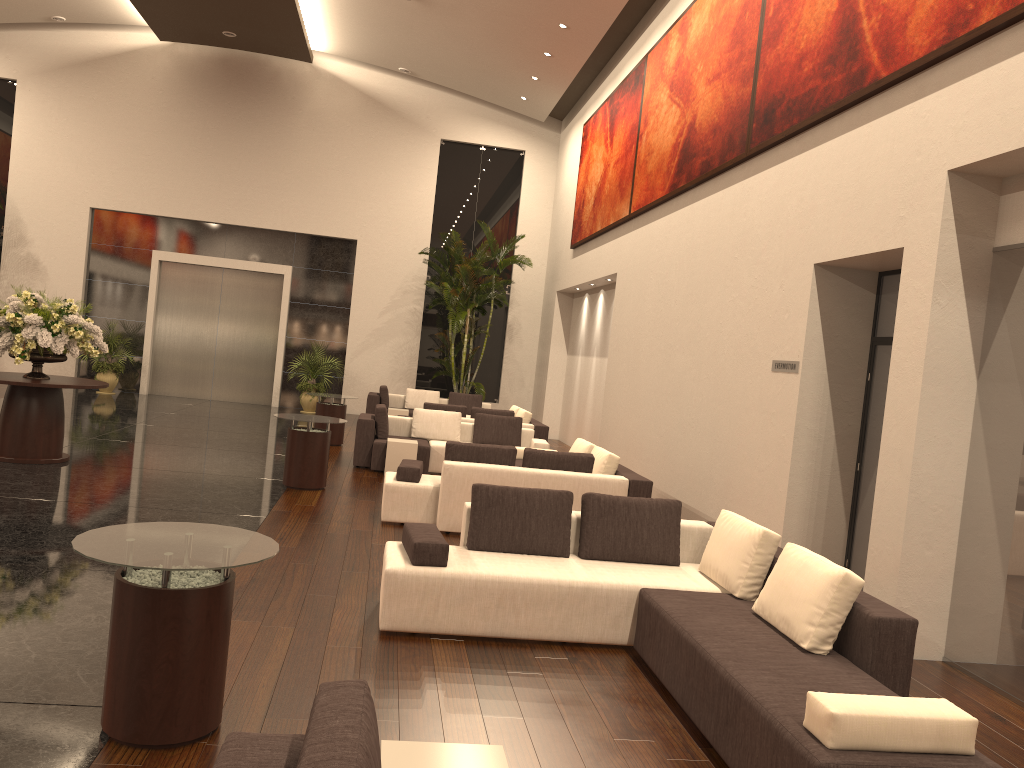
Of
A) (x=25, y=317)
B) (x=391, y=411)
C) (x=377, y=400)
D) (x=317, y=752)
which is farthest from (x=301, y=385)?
(x=317, y=752)

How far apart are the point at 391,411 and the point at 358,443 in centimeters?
523cm

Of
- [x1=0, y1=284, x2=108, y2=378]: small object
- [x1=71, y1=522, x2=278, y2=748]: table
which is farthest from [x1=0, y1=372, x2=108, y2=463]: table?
[x1=71, y1=522, x2=278, y2=748]: table

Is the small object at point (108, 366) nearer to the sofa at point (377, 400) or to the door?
the door

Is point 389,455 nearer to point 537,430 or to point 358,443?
point 358,443

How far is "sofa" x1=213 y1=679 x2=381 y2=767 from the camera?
1.92m

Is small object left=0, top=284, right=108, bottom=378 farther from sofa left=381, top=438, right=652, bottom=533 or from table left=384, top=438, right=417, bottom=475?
sofa left=381, top=438, right=652, bottom=533

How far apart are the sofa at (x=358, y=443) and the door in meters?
8.5

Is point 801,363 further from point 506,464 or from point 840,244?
point 506,464

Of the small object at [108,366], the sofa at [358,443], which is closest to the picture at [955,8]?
the sofa at [358,443]
